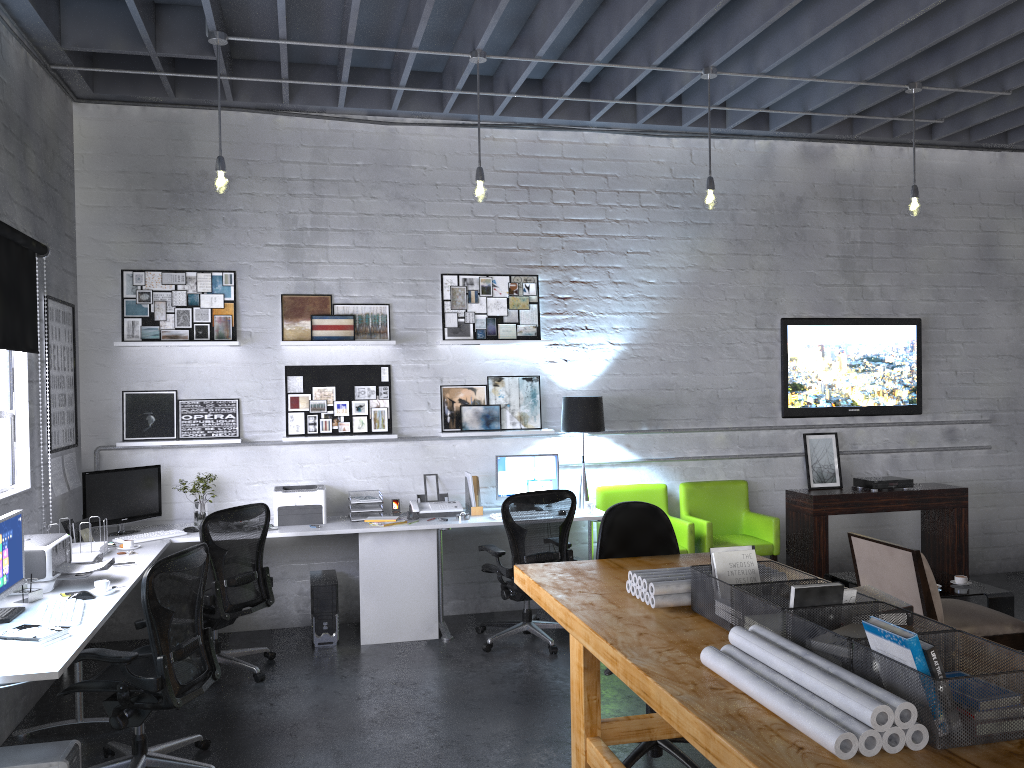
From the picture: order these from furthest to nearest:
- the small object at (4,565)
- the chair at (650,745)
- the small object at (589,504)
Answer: the small object at (589,504) → the chair at (650,745) → the small object at (4,565)

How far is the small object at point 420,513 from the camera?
6.2m

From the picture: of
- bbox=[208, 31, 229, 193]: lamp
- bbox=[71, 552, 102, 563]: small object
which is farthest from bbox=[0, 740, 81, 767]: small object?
bbox=[208, 31, 229, 193]: lamp

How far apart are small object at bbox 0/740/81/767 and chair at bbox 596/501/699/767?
2.1m

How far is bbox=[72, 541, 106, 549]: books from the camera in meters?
5.0 m

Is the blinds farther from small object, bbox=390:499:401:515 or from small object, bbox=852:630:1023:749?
small object, bbox=852:630:1023:749

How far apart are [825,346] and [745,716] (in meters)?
5.67

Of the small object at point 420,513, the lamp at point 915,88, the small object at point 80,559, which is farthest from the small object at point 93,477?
the lamp at point 915,88

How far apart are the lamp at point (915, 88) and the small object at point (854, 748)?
4.51m

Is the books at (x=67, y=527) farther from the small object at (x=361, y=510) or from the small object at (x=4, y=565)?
the small object at (x=361, y=510)
